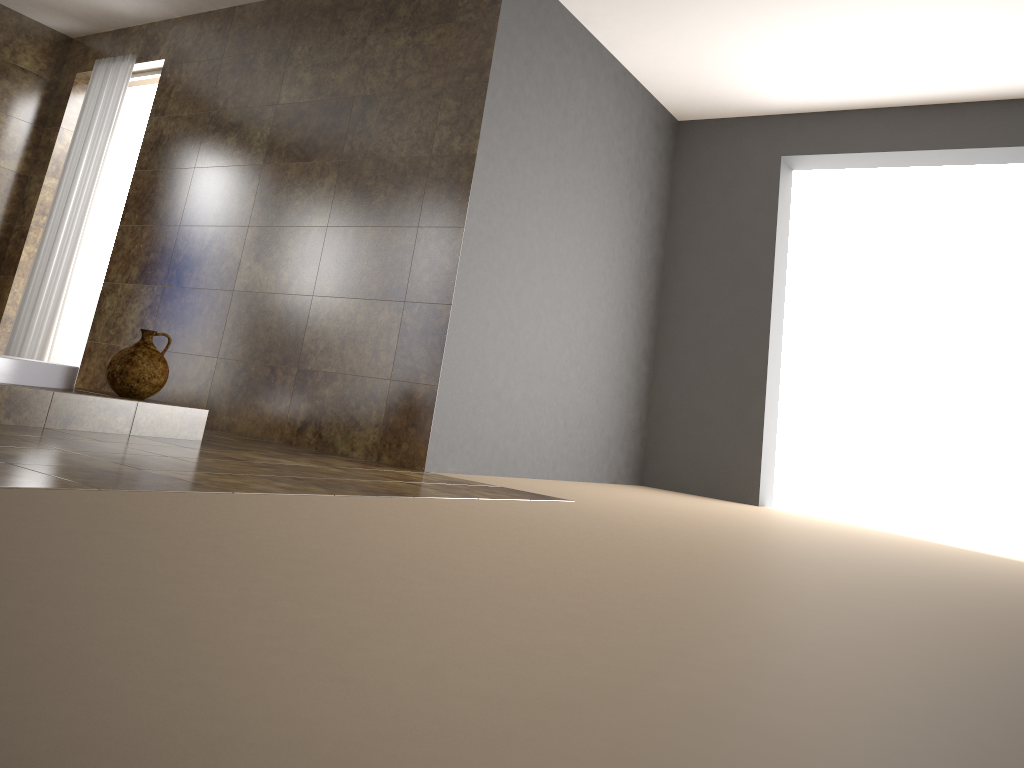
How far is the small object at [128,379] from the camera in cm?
341

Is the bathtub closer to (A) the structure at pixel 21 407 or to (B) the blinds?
(A) the structure at pixel 21 407

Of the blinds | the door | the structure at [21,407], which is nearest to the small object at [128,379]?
the structure at [21,407]

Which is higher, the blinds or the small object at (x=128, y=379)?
the blinds

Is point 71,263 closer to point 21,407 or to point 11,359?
point 11,359

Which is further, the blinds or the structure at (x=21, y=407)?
the blinds

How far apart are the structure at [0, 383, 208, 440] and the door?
2.7m

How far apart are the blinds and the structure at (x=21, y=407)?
2.05m

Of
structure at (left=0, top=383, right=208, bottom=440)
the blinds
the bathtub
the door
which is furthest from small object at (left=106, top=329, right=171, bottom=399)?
the door

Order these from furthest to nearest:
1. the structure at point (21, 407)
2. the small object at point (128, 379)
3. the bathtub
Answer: the small object at point (128, 379), the bathtub, the structure at point (21, 407)
